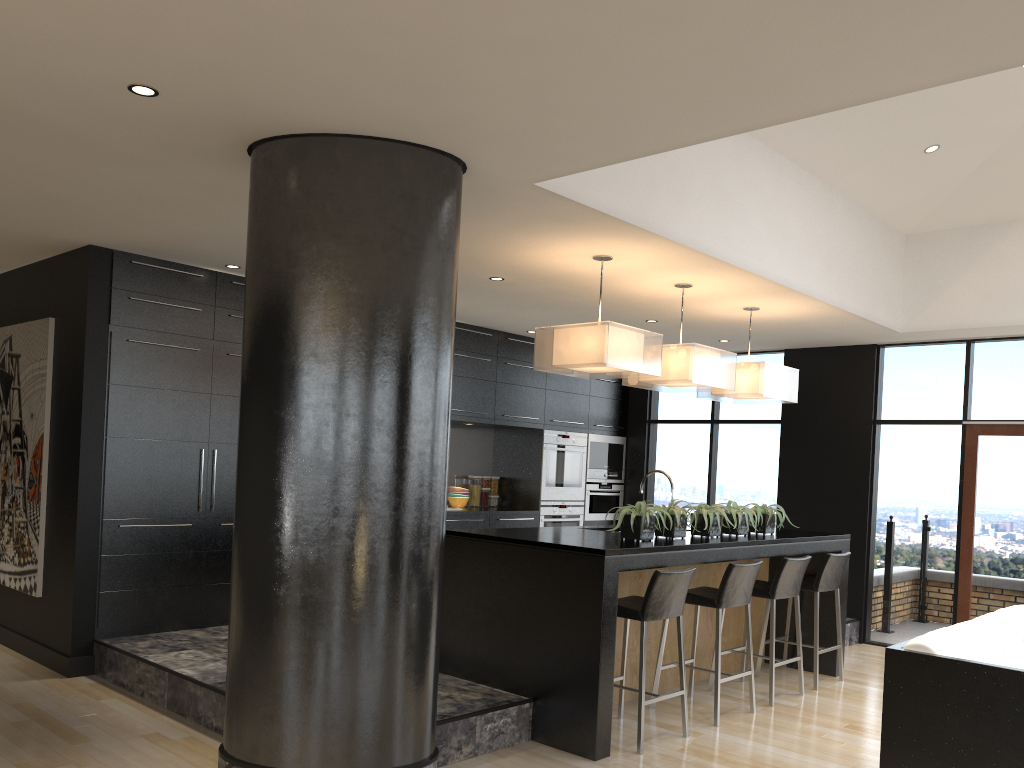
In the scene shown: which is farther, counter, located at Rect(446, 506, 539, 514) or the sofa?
counter, located at Rect(446, 506, 539, 514)

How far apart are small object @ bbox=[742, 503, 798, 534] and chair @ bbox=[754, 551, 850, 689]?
0.4 meters

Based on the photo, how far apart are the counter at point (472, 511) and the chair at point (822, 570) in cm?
282

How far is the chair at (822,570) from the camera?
6.1m

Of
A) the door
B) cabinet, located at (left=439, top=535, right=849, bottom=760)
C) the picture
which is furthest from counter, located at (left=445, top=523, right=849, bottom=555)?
the picture

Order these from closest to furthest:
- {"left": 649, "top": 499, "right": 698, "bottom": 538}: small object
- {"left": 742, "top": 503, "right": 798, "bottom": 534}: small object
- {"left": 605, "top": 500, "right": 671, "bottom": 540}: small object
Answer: {"left": 605, "top": 500, "right": 671, "bottom": 540}: small object
{"left": 649, "top": 499, "right": 698, "bottom": 538}: small object
{"left": 742, "top": 503, "right": 798, "bottom": 534}: small object

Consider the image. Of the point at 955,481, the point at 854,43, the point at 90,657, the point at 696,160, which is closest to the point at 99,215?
the point at 90,657

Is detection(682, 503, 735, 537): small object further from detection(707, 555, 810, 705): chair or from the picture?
the picture

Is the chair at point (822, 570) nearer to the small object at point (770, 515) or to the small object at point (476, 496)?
the small object at point (770, 515)

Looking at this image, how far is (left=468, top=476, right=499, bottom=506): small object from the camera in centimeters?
884cm
